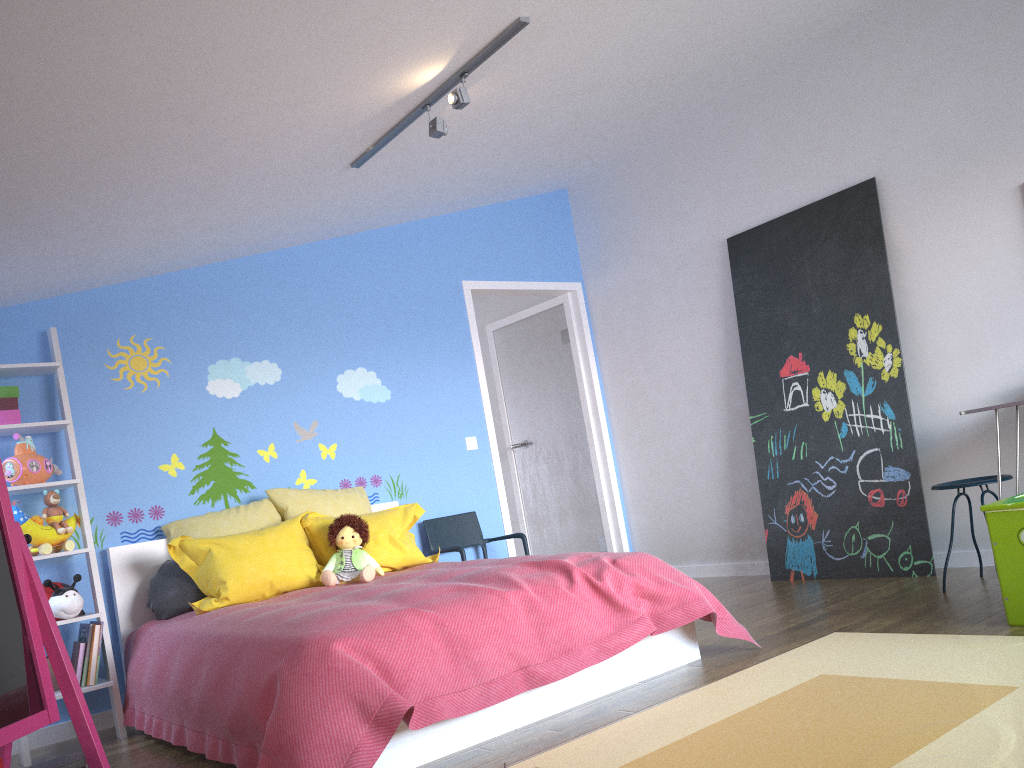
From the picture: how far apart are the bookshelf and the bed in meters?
0.0 m

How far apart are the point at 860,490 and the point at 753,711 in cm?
238

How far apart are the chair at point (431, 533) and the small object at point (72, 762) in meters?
2.7

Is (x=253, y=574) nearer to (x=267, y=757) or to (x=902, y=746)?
(x=267, y=757)

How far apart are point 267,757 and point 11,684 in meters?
0.7

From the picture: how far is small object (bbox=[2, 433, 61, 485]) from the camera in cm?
372

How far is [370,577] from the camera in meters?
3.9

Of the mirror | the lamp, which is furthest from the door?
the mirror

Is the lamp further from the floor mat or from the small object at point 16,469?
the floor mat

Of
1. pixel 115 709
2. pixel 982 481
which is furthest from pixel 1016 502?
pixel 115 709
